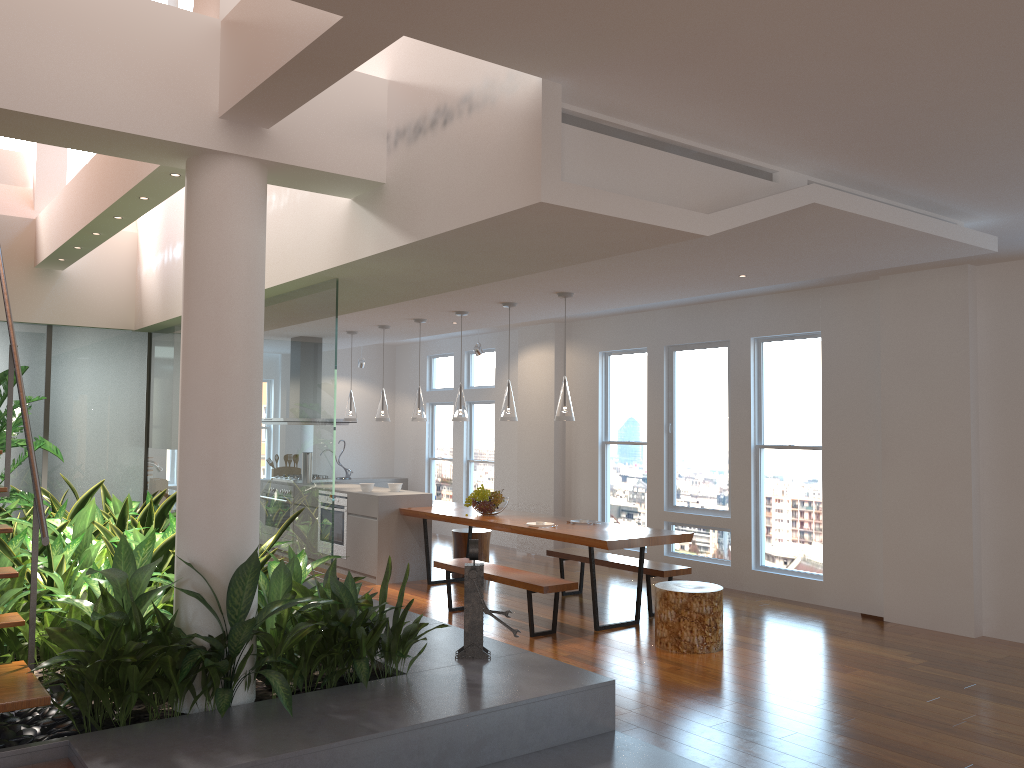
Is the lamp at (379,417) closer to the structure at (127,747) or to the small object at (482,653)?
the structure at (127,747)

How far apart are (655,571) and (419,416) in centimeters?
281cm

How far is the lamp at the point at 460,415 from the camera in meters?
7.9

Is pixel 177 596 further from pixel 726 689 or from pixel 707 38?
pixel 726 689

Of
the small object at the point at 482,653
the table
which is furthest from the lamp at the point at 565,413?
the small object at the point at 482,653

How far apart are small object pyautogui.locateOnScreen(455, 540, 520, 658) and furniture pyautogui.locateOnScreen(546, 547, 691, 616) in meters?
2.8

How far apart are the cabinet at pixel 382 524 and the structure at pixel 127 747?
3.2 meters

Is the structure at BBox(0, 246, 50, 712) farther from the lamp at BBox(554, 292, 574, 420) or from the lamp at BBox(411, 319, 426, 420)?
the lamp at BBox(411, 319, 426, 420)

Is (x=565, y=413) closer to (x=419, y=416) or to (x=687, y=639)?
(x=687, y=639)

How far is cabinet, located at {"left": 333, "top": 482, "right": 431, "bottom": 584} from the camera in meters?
8.4 m
